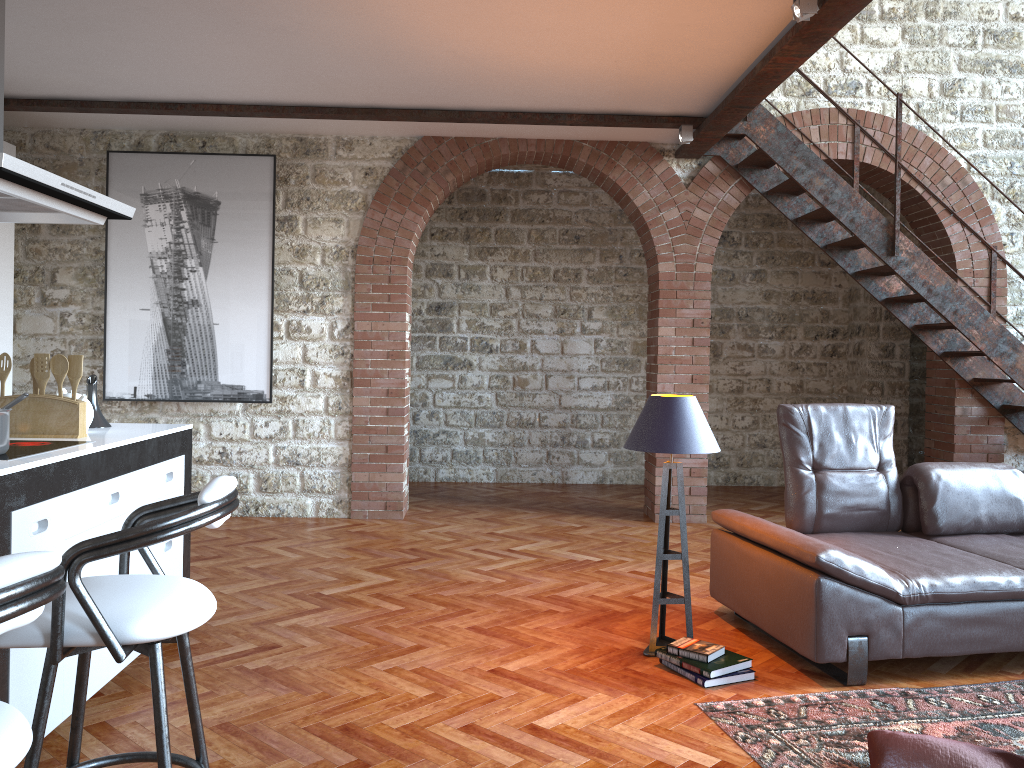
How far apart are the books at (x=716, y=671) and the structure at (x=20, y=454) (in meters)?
2.39

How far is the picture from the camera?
6.5m

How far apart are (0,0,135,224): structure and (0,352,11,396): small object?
0.5m

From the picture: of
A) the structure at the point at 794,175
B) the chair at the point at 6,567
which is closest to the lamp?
the chair at the point at 6,567

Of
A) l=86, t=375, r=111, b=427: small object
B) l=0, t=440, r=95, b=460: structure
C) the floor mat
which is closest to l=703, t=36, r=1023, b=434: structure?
the floor mat

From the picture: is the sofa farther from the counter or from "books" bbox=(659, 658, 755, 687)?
the counter

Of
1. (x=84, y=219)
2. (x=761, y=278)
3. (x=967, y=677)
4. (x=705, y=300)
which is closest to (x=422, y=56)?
(x=84, y=219)

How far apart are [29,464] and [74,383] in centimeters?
81cm

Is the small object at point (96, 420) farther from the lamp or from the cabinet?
the lamp

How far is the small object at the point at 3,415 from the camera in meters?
2.7 m
